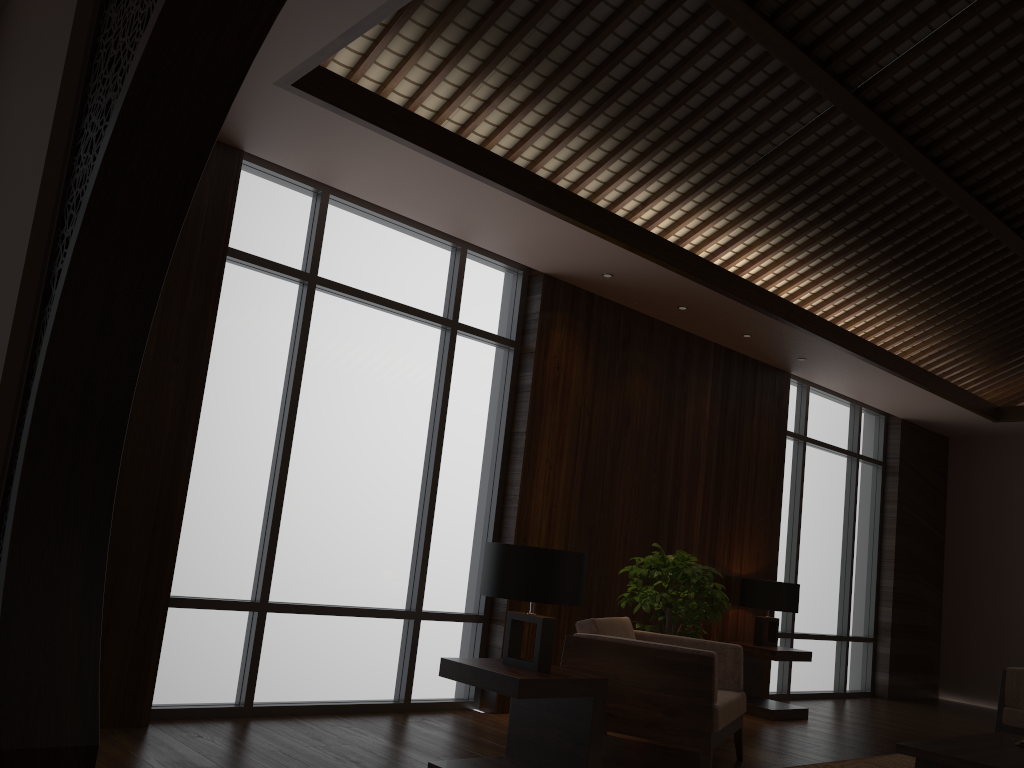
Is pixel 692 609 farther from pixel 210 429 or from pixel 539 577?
pixel 210 429

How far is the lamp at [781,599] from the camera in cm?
662

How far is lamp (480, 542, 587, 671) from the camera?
3.5m

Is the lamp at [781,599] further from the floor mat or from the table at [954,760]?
the table at [954,760]

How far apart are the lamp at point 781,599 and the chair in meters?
2.0

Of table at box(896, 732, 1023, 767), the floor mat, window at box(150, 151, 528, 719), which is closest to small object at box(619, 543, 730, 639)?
window at box(150, 151, 528, 719)

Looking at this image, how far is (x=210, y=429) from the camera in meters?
4.5 m

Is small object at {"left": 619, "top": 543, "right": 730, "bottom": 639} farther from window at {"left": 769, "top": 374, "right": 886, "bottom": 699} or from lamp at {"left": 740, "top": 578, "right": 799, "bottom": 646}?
window at {"left": 769, "top": 374, "right": 886, "bottom": 699}

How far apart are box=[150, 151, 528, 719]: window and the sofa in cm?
328

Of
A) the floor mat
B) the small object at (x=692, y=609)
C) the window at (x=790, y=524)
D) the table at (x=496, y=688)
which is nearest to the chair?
the small object at (x=692, y=609)
